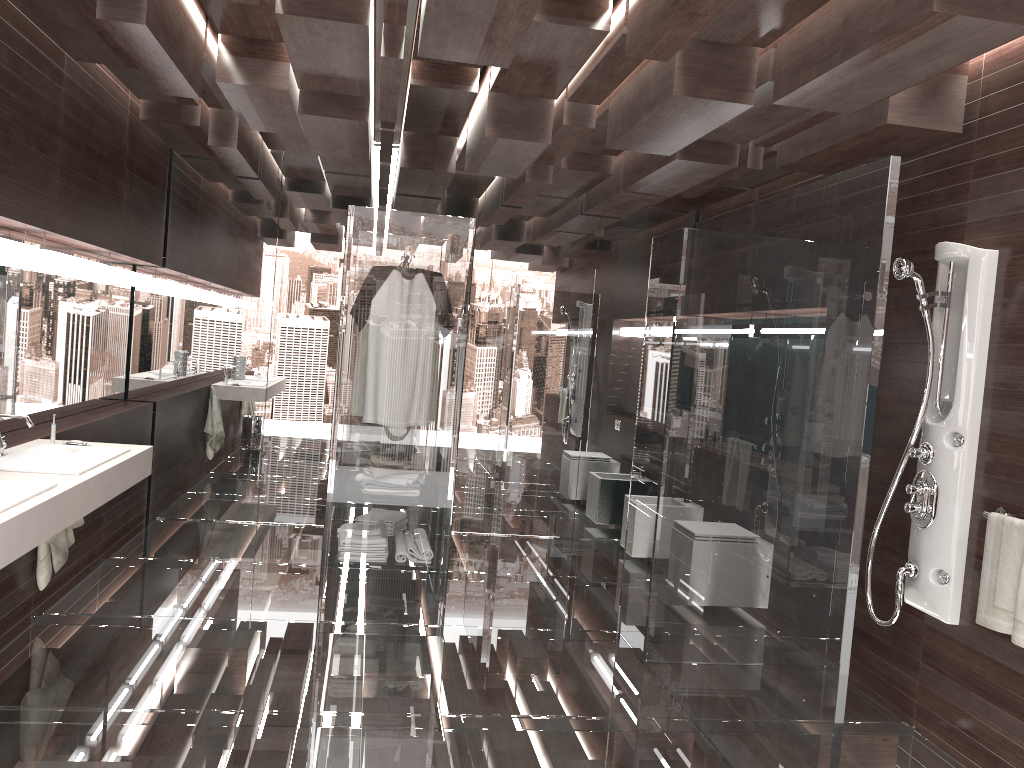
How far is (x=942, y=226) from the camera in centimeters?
368cm

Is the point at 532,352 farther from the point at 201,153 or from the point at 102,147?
the point at 102,147

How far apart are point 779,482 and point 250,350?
4.3m

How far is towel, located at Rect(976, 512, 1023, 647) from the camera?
3.0 meters

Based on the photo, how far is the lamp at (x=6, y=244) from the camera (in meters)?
3.56

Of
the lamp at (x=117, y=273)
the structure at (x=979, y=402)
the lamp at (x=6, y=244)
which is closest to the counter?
the lamp at (x=6, y=244)

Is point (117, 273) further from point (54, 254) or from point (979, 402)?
point (979, 402)

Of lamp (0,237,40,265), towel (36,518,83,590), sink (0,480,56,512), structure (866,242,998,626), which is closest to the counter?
sink (0,480,56,512)

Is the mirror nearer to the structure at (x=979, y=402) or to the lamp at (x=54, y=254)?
the lamp at (x=54, y=254)

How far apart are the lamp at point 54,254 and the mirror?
0.07m
